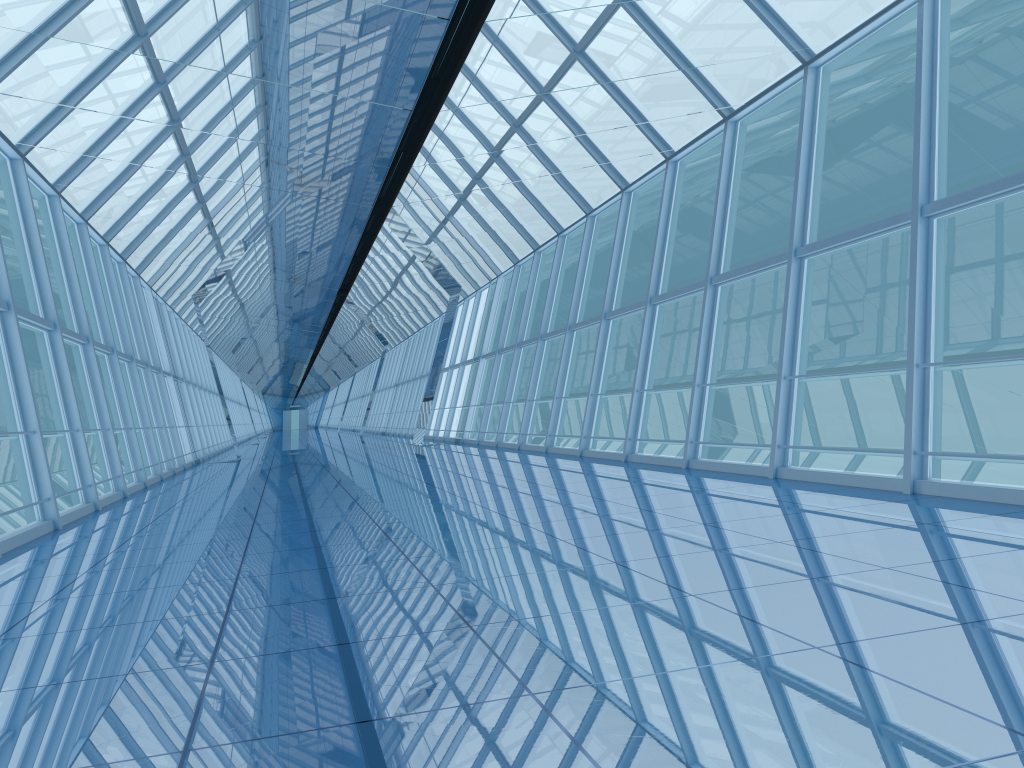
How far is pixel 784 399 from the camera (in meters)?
9.08

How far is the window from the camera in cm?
908

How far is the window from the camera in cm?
908

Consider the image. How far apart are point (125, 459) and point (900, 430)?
35.0 meters
